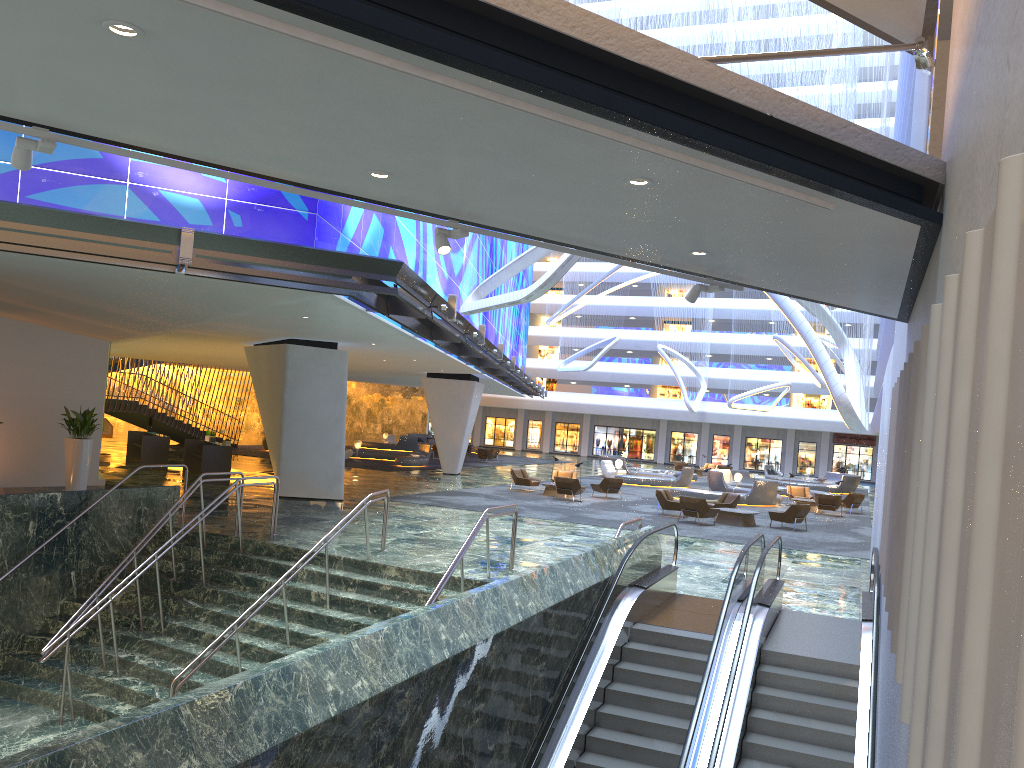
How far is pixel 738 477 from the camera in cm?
3783

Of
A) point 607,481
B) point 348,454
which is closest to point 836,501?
point 607,481

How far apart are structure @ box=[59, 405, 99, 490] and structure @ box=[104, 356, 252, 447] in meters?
16.6

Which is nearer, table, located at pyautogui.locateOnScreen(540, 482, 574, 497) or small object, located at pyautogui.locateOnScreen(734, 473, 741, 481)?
table, located at pyautogui.locateOnScreen(540, 482, 574, 497)

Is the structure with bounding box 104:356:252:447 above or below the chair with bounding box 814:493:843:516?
above

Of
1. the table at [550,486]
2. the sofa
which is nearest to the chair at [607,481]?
the table at [550,486]

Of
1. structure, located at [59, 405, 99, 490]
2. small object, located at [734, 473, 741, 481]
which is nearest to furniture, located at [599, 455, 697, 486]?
small object, located at [734, 473, 741, 481]

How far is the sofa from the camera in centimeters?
3761cm

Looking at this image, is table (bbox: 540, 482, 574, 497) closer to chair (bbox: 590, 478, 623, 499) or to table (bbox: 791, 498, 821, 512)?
chair (bbox: 590, 478, 623, 499)

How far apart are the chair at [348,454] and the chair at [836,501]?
20.93m
